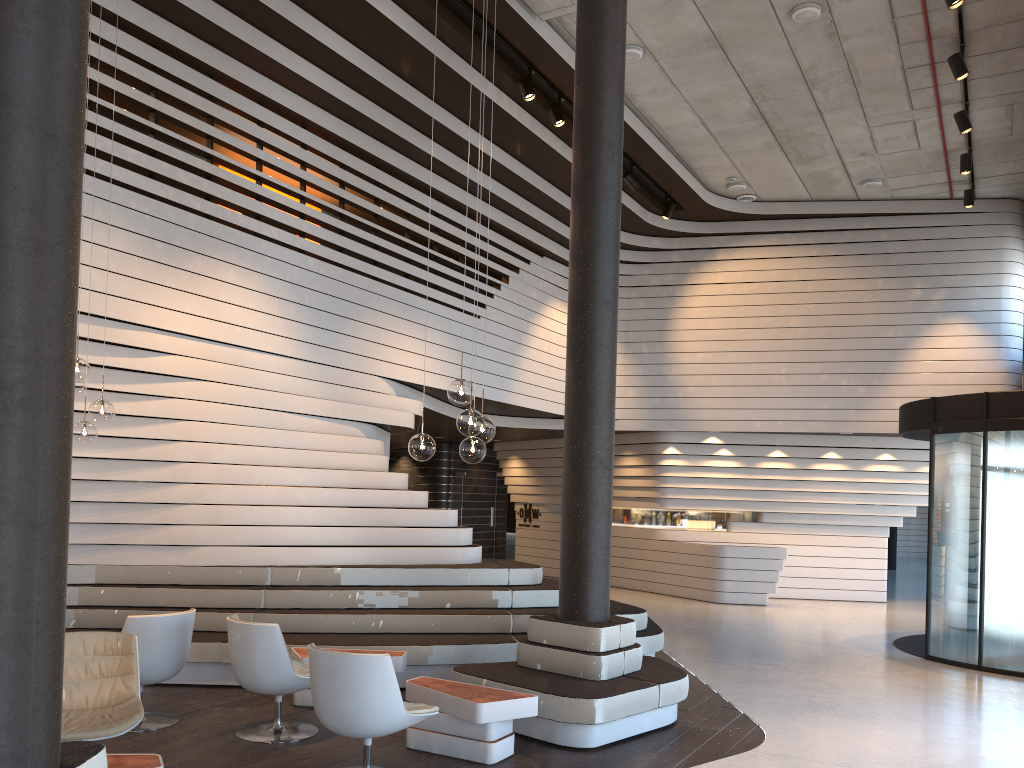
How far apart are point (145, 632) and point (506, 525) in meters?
13.4 m

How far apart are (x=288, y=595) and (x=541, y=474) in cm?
1028

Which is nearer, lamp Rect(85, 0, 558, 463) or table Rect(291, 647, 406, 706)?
lamp Rect(85, 0, 558, 463)

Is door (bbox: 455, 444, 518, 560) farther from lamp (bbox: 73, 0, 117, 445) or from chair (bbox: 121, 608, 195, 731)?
lamp (bbox: 73, 0, 117, 445)

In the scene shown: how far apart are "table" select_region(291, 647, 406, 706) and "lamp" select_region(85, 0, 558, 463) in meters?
2.0

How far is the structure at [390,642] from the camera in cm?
702

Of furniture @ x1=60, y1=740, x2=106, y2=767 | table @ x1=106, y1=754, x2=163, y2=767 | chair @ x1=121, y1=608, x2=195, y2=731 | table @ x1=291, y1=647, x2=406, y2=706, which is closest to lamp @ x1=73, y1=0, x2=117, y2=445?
chair @ x1=121, y1=608, x2=195, y2=731

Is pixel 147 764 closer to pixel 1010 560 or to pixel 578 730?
pixel 578 730

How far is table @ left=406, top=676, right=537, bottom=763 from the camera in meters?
5.1 m

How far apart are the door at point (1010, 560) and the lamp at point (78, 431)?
7.9m
